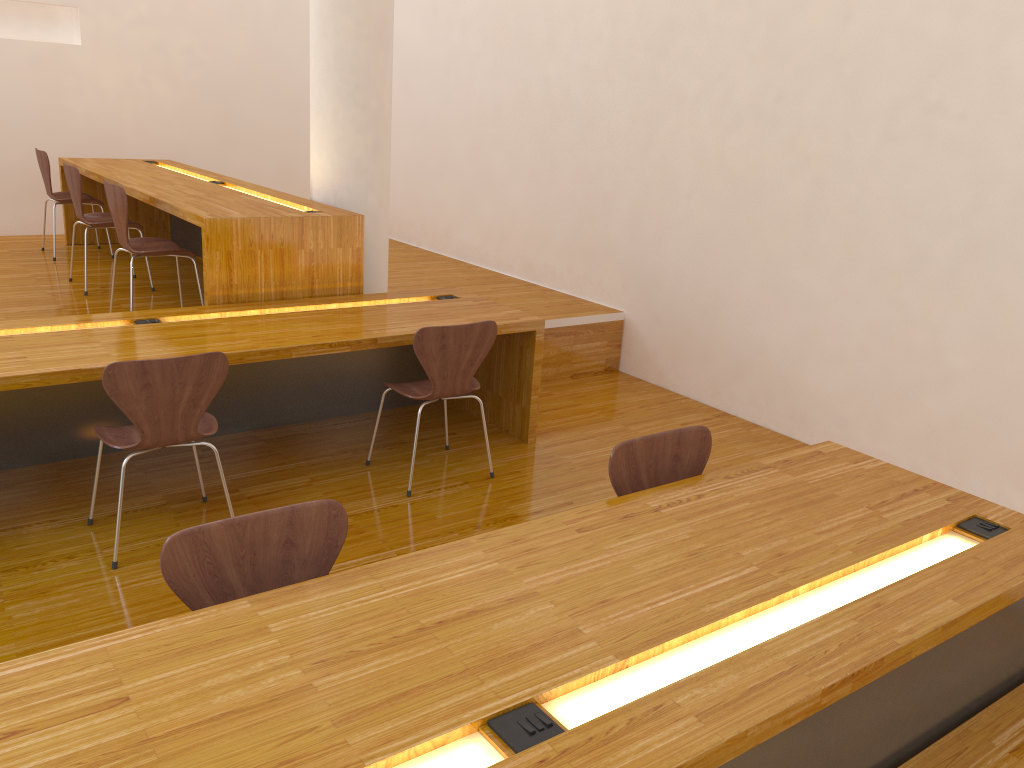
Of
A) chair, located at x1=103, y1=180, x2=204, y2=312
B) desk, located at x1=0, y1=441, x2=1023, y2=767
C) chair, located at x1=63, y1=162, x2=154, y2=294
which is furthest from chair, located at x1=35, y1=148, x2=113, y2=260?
desk, located at x1=0, y1=441, x2=1023, y2=767

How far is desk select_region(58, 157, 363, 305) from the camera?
3.9 meters

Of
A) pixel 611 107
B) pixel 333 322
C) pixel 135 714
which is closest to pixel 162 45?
pixel 611 107

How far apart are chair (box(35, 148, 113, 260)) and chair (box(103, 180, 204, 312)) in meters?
1.7 m

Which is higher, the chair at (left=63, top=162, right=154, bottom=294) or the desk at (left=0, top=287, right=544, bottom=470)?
the chair at (left=63, top=162, right=154, bottom=294)

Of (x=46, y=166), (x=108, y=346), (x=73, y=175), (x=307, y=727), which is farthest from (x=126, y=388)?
(x=46, y=166)

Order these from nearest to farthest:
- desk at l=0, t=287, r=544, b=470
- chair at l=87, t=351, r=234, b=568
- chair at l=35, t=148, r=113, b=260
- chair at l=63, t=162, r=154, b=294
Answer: chair at l=87, t=351, r=234, b=568, desk at l=0, t=287, r=544, b=470, chair at l=63, t=162, r=154, b=294, chair at l=35, t=148, r=113, b=260

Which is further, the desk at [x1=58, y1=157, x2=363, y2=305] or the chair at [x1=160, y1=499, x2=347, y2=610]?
the desk at [x1=58, y1=157, x2=363, y2=305]

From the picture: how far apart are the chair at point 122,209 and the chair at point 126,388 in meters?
1.4 m

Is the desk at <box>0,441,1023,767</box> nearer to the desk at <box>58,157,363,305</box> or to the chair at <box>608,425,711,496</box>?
the chair at <box>608,425,711,496</box>
